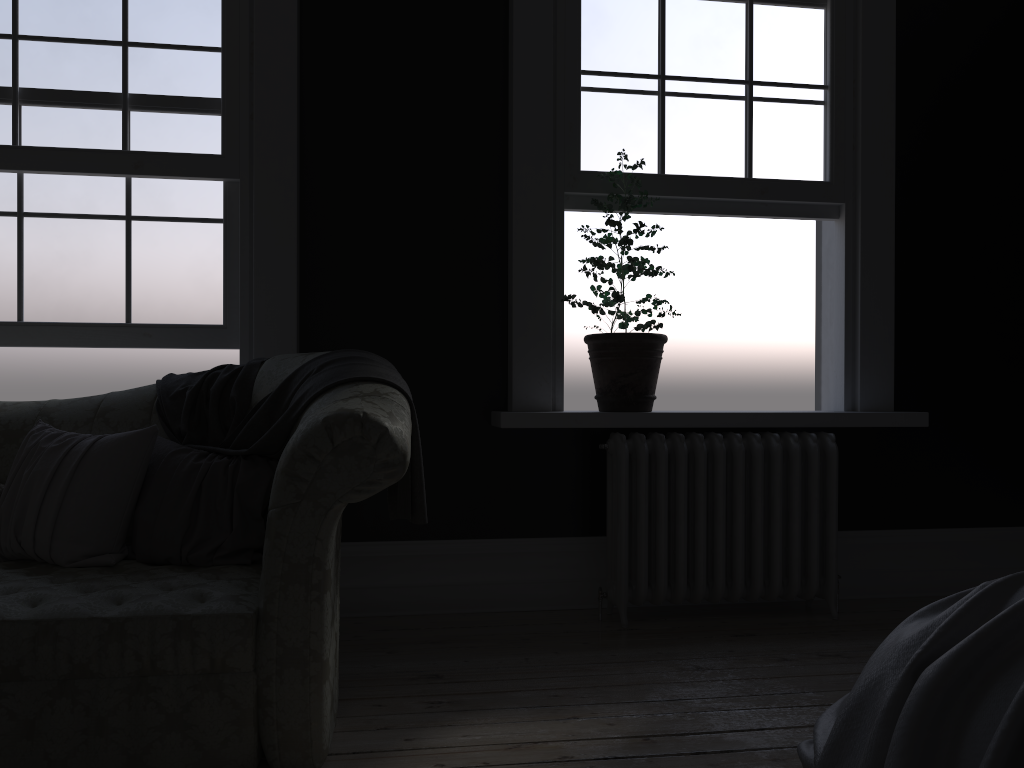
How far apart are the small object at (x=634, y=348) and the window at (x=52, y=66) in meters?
1.6

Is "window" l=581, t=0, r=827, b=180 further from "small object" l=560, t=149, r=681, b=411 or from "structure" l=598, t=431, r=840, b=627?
"structure" l=598, t=431, r=840, b=627

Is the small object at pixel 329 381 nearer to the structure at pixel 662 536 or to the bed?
the structure at pixel 662 536

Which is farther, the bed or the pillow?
the pillow

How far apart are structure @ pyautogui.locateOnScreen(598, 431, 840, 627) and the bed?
1.7 meters

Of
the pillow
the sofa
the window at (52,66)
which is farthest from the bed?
the window at (52,66)

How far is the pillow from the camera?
2.7m

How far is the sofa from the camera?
2.19m

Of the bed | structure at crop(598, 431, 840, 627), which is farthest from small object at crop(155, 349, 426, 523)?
the bed

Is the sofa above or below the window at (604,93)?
below
